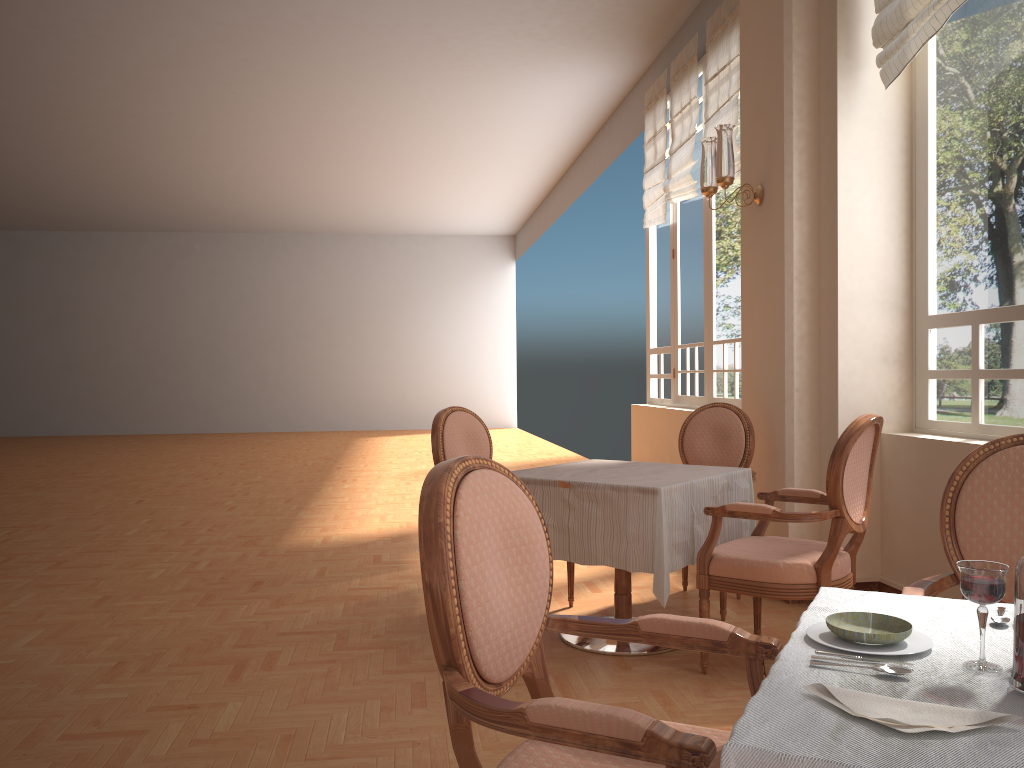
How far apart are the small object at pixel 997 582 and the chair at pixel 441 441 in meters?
3.0 m

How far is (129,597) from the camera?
4.4m

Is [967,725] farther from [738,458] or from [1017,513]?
[738,458]

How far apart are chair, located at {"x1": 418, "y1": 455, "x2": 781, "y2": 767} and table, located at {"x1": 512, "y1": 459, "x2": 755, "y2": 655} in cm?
143

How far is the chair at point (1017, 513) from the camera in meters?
1.9

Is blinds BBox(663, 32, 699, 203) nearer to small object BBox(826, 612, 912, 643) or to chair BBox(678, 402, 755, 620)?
chair BBox(678, 402, 755, 620)

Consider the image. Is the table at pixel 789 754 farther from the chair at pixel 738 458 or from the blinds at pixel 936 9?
the blinds at pixel 936 9

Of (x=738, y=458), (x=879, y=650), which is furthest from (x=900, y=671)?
(x=738, y=458)

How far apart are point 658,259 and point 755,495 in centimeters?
381cm

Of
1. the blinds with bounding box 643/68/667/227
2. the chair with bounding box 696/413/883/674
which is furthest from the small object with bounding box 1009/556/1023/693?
the blinds with bounding box 643/68/667/227
